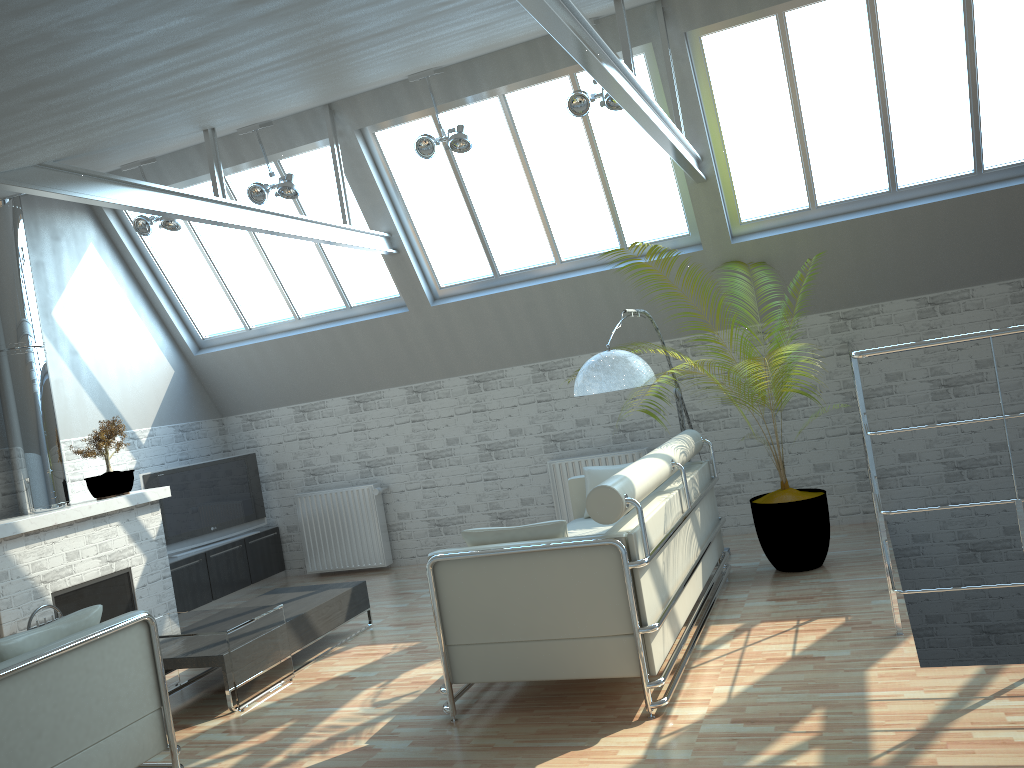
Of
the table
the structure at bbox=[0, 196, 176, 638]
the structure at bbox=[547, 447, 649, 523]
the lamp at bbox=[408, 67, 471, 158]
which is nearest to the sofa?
the structure at bbox=[547, 447, 649, 523]

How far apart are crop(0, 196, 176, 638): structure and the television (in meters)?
0.95

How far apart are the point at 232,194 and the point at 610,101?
7.0m

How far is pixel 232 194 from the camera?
14.95m

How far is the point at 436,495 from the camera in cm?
1619

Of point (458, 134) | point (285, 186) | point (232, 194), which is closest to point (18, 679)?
point (285, 186)

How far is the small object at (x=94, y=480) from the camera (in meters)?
13.50

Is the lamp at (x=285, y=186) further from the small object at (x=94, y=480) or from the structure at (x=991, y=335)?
the structure at (x=991, y=335)

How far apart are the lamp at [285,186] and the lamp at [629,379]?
5.4 meters

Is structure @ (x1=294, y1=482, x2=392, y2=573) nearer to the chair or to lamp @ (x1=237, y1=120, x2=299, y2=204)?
lamp @ (x1=237, y1=120, x2=299, y2=204)
